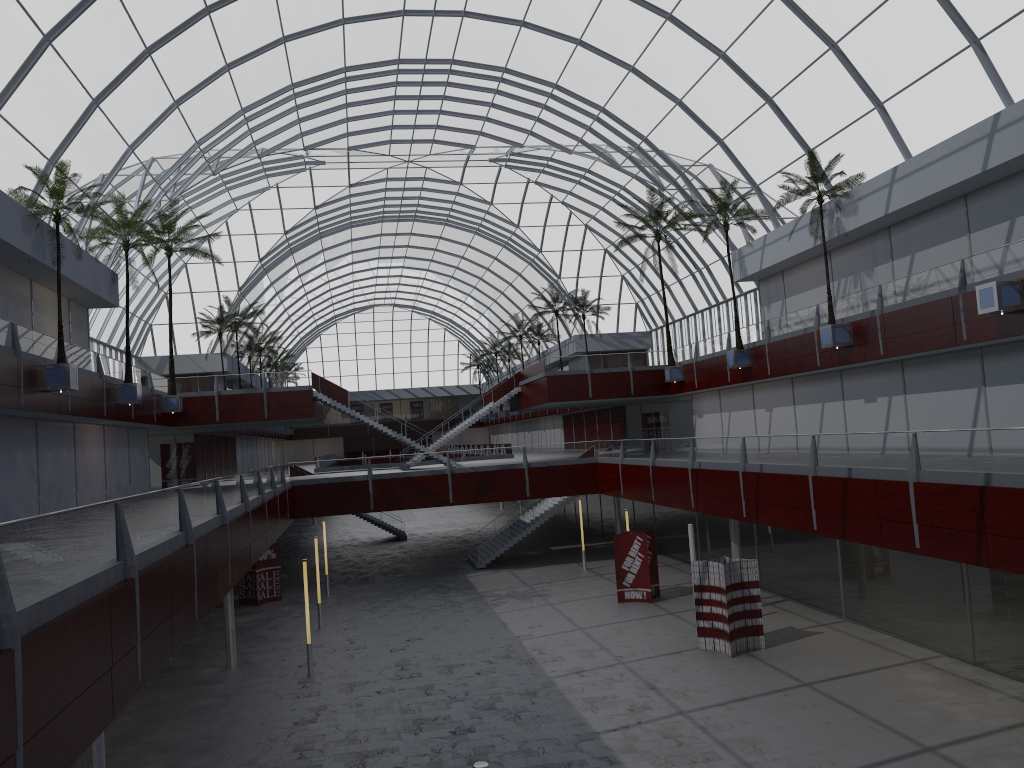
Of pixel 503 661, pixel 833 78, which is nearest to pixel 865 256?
pixel 833 78
